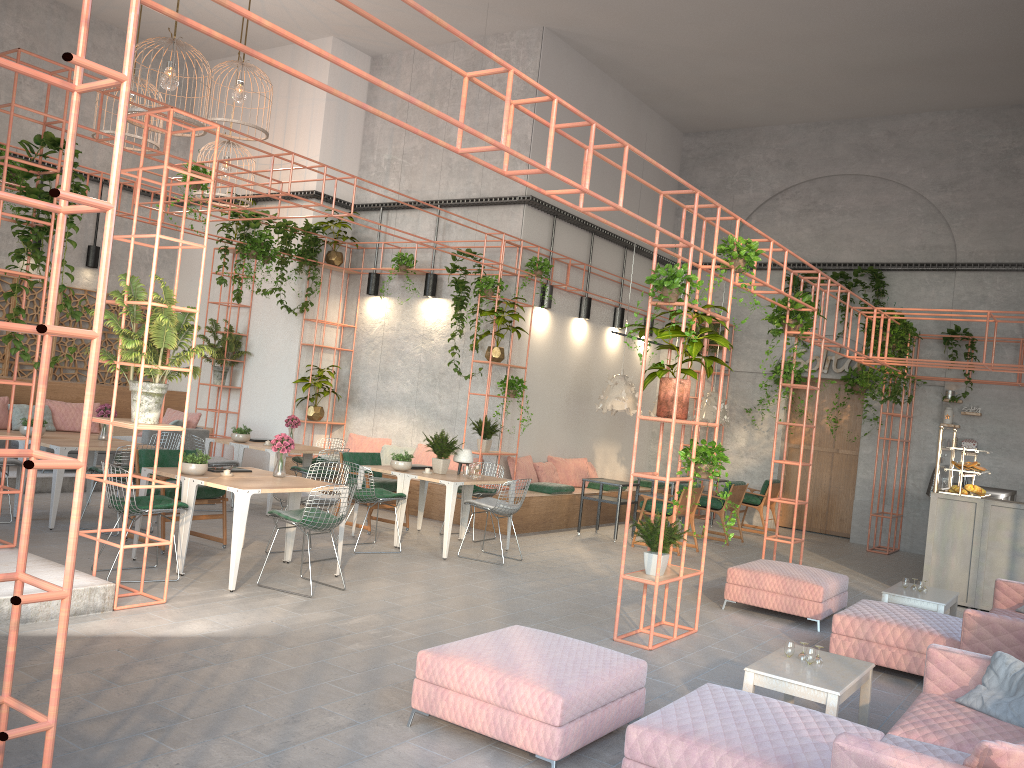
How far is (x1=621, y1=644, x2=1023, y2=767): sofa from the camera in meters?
A: 3.3

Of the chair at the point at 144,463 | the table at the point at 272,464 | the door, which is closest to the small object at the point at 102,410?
the chair at the point at 144,463

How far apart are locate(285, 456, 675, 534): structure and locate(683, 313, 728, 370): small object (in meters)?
3.37

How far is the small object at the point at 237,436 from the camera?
11.60m

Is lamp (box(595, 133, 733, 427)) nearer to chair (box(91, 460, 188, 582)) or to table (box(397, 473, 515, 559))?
table (box(397, 473, 515, 559))

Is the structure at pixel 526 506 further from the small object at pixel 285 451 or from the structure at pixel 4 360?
the structure at pixel 4 360

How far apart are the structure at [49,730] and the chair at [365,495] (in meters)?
3.32

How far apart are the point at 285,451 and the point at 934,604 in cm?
589

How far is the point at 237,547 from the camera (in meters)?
7.14

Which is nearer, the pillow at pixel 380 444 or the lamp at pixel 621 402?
the lamp at pixel 621 402
